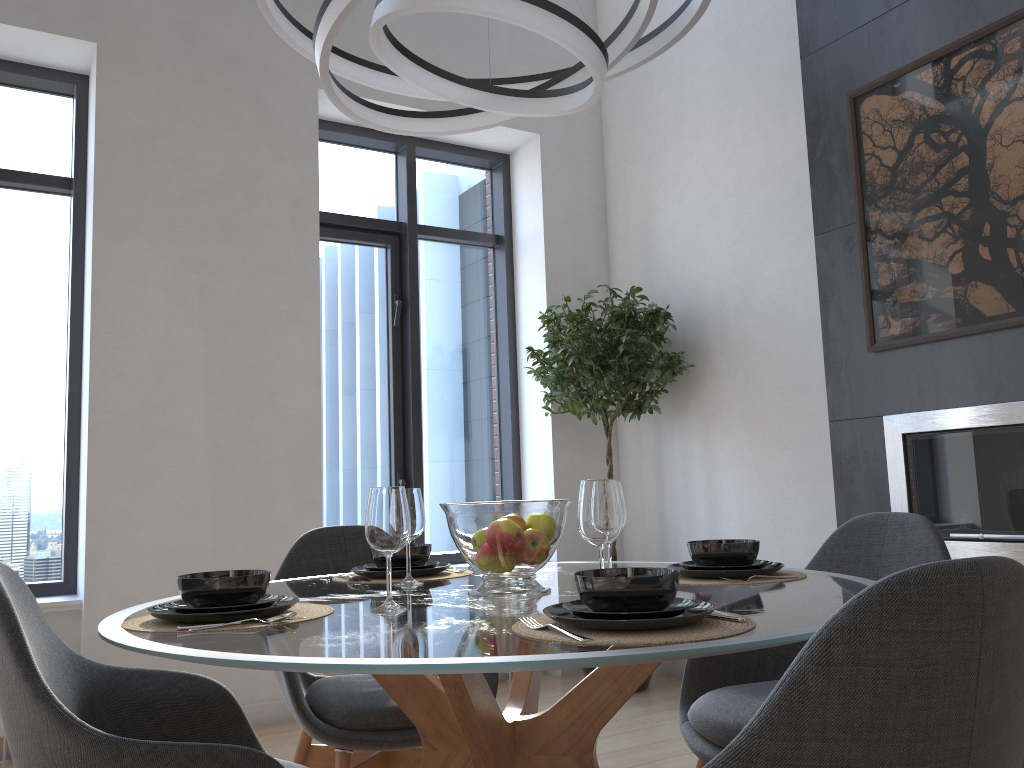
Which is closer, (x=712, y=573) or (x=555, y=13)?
(x=555, y=13)

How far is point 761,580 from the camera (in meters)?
1.85

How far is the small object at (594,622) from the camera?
1.2 meters

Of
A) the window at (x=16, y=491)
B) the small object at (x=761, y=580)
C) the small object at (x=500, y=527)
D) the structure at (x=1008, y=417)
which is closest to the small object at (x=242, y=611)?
the small object at (x=500, y=527)

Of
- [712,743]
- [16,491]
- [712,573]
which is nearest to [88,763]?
[712,573]

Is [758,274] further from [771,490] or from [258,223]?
[258,223]

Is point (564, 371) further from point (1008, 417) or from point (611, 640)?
point (611, 640)

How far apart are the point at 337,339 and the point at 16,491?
1.7 meters

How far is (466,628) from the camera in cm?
134

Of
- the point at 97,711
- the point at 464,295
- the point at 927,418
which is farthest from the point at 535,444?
the point at 97,711
